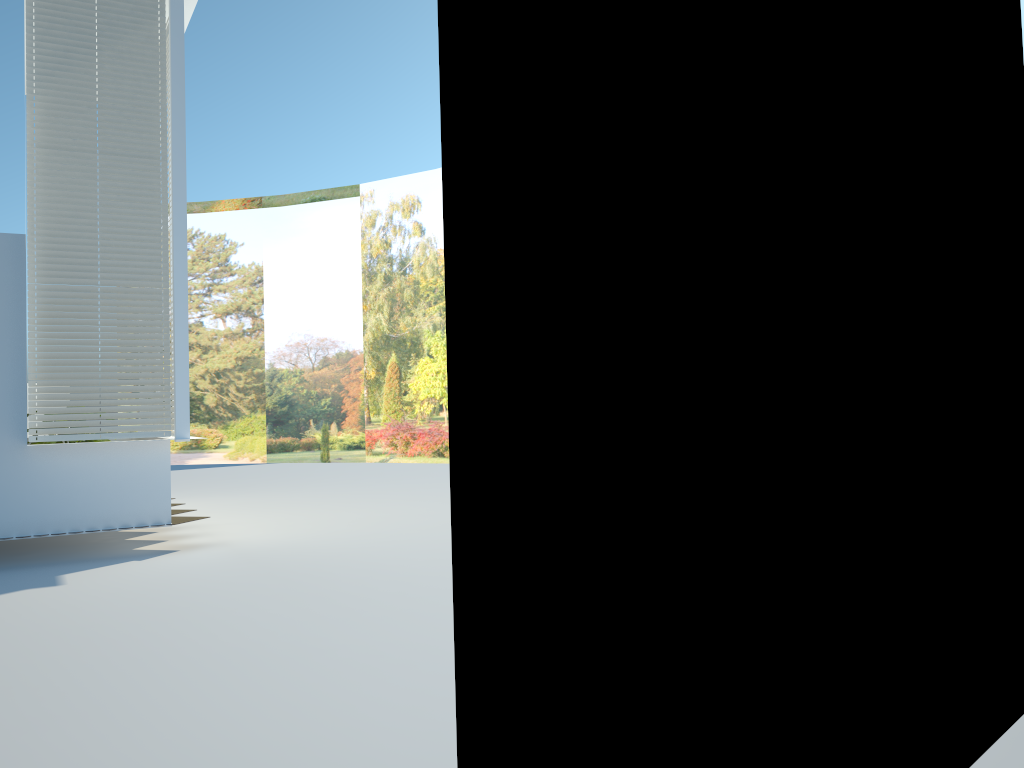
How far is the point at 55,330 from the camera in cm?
780

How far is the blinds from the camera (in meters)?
7.80

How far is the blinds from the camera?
7.80m
